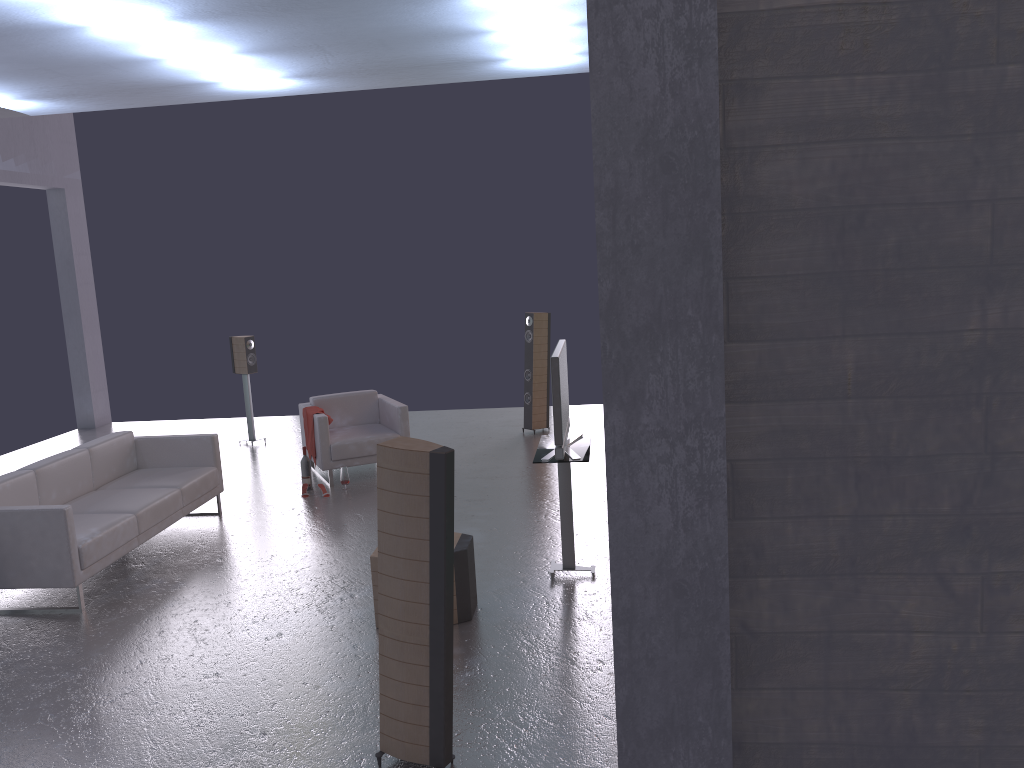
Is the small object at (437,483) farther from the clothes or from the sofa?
the clothes

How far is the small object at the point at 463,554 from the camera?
5.4m

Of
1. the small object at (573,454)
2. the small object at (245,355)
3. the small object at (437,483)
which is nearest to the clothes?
the small object at (245,355)

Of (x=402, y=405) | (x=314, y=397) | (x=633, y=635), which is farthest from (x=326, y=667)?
(x=314, y=397)

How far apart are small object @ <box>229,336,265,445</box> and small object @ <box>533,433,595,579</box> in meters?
5.8

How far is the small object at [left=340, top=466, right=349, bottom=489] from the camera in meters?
8.7

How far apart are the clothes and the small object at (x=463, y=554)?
3.8 meters

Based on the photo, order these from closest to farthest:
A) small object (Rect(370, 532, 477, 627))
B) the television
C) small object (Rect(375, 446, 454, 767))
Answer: small object (Rect(375, 446, 454, 767))
small object (Rect(370, 532, 477, 627))
the television

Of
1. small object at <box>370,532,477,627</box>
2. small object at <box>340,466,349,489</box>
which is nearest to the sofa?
small object at <box>340,466,349,489</box>

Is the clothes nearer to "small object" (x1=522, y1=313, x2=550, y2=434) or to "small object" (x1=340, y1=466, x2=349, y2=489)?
"small object" (x1=340, y1=466, x2=349, y2=489)
